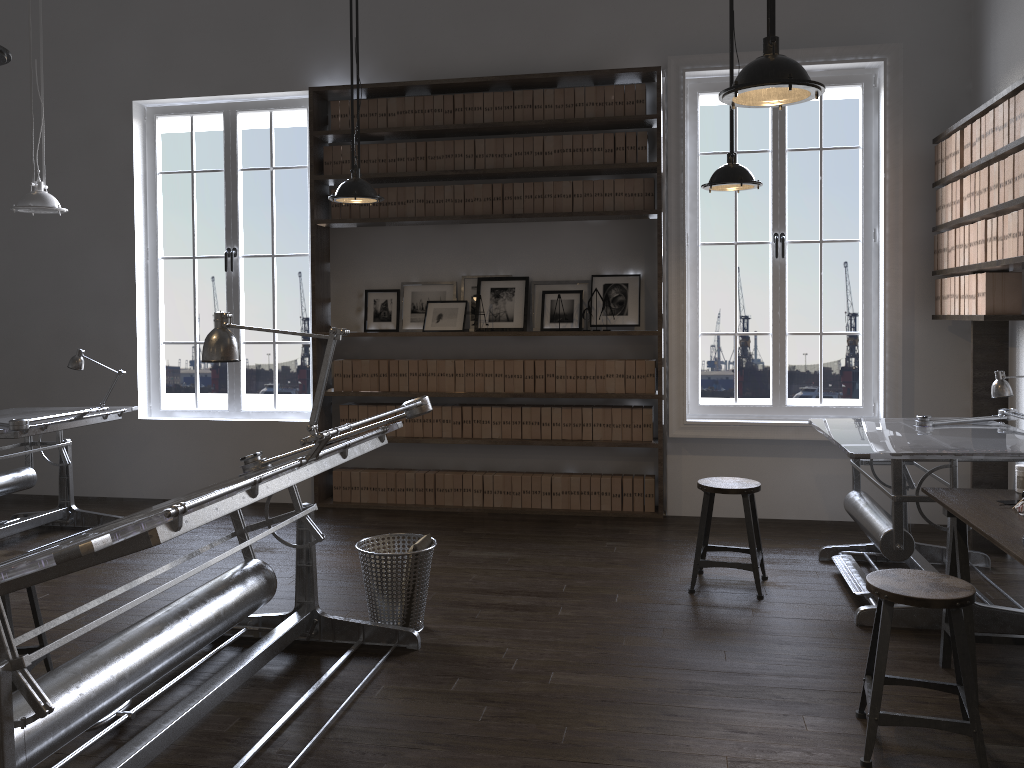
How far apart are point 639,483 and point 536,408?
0.9 meters

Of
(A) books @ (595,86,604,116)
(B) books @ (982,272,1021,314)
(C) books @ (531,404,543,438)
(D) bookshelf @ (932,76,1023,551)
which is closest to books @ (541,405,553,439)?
(C) books @ (531,404,543,438)

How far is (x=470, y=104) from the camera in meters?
6.1

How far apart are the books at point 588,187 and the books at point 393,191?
1.36m

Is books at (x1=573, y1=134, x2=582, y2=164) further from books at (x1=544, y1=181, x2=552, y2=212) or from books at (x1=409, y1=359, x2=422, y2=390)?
books at (x1=409, y1=359, x2=422, y2=390)

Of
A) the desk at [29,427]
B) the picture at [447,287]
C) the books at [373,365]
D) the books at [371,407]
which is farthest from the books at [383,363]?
the desk at [29,427]

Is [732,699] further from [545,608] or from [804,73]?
[804,73]

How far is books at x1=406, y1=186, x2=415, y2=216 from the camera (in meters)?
6.19

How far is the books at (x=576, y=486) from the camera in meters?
6.1

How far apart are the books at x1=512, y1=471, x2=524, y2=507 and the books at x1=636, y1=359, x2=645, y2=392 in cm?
104
